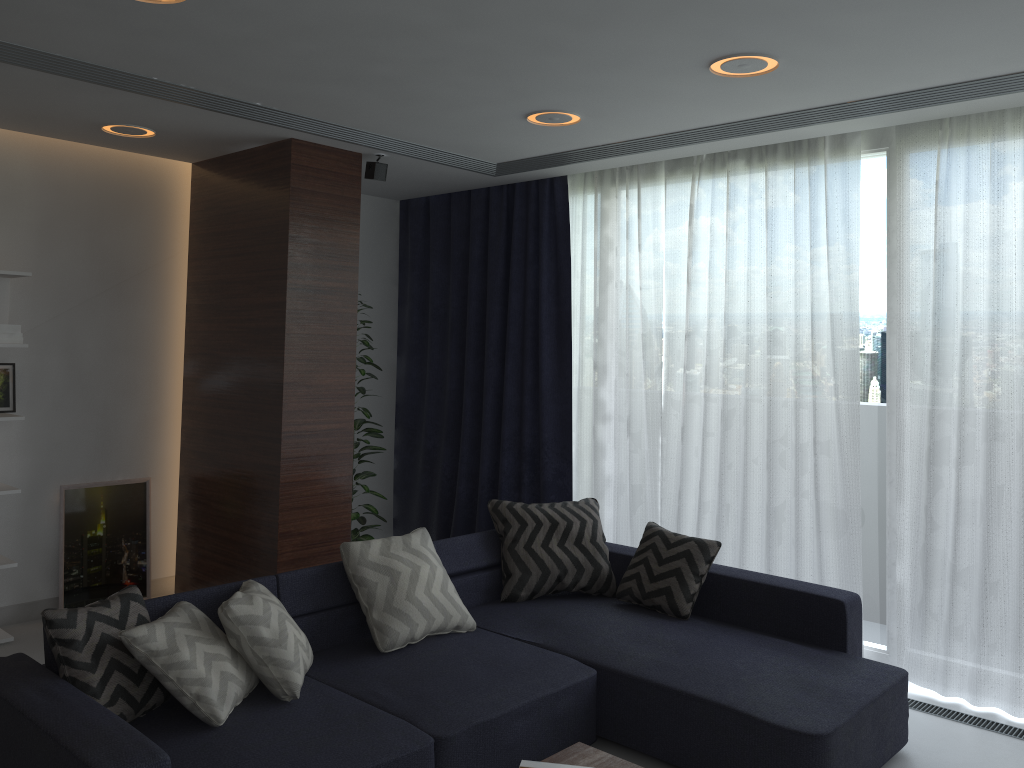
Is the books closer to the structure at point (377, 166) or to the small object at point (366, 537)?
the small object at point (366, 537)

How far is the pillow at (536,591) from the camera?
4.2m

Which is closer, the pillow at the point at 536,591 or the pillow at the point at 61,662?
the pillow at the point at 61,662

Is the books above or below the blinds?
below

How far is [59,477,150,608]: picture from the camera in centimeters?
486cm

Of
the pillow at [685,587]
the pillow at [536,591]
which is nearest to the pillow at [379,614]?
the pillow at [536,591]

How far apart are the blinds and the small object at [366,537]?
0.59m

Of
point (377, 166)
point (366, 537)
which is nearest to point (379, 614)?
point (366, 537)

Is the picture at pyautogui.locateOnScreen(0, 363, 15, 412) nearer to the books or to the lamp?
the lamp

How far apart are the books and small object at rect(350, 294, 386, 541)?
3.0 meters
